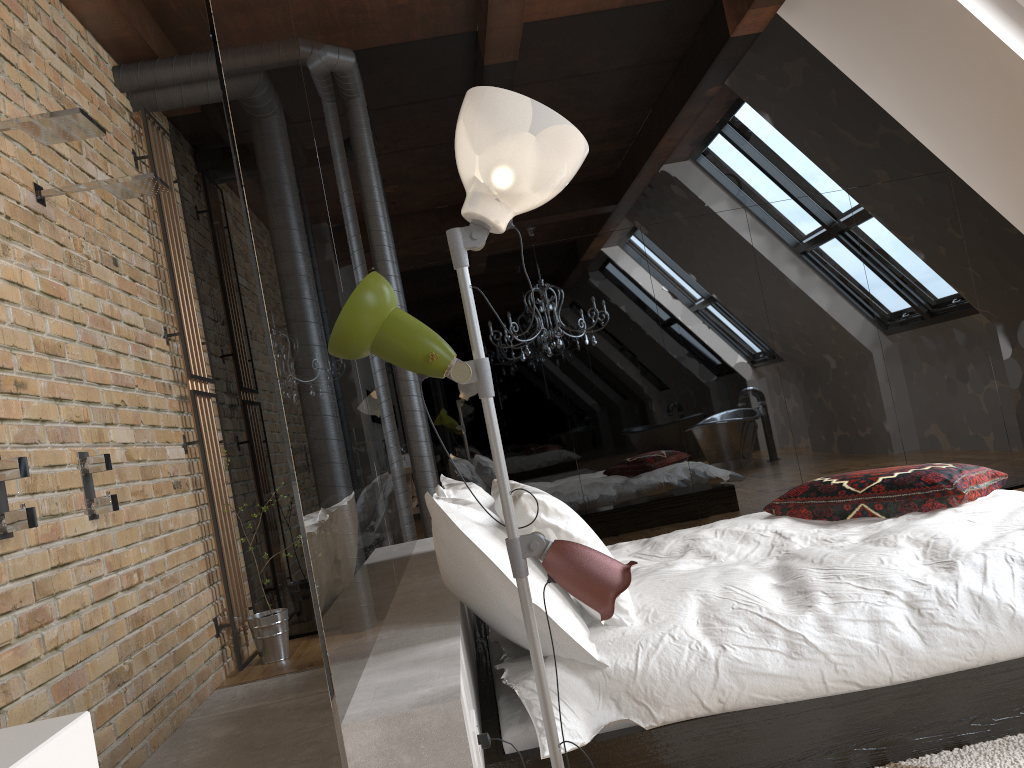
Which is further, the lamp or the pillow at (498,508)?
the pillow at (498,508)

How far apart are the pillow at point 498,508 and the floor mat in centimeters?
141cm

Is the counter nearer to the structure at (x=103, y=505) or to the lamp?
the lamp

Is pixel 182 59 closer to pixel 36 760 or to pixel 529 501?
pixel 529 501

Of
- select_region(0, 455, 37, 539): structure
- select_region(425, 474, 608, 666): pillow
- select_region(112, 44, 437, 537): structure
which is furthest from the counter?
select_region(112, 44, 437, 537): structure

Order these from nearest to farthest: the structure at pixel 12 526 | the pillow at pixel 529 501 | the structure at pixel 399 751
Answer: the structure at pixel 399 751 → the pillow at pixel 529 501 → the structure at pixel 12 526

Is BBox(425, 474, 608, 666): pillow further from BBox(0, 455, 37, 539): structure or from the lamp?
BBox(0, 455, 37, 539): structure

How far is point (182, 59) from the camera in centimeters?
441cm

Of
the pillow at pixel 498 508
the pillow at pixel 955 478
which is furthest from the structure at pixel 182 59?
the pillow at pixel 955 478

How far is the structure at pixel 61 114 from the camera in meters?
2.6 m
